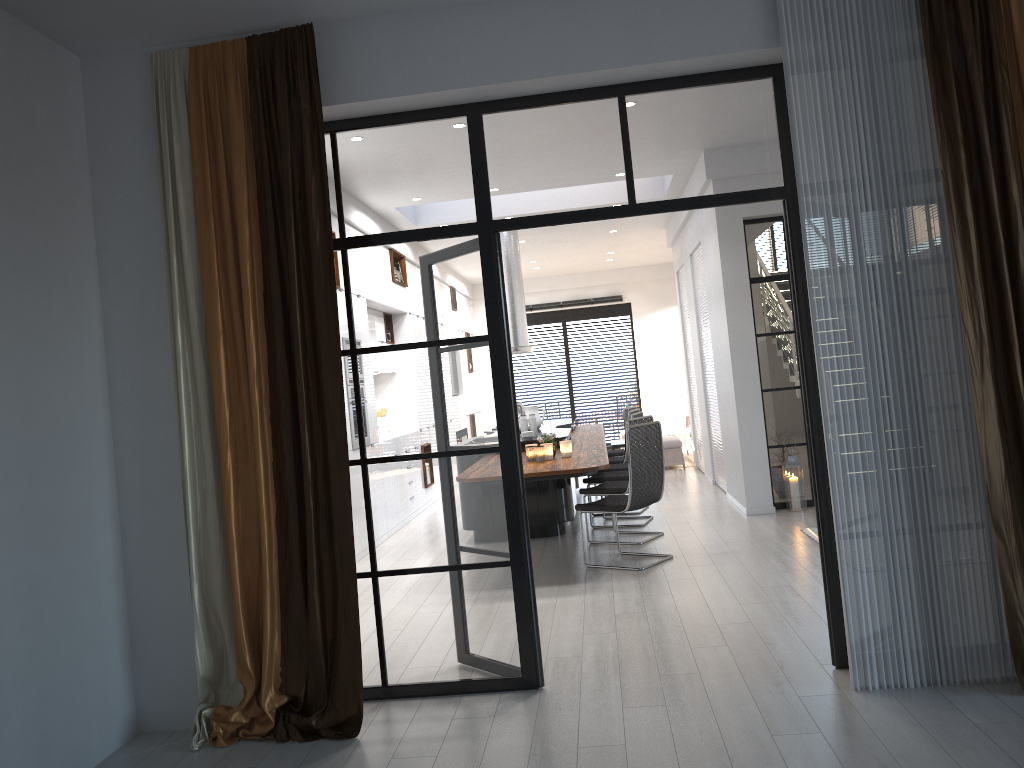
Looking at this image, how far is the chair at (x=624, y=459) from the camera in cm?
959

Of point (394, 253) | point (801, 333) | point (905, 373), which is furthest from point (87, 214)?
point (905, 373)

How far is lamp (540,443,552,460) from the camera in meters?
6.7

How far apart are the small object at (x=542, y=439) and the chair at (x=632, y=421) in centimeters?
75cm

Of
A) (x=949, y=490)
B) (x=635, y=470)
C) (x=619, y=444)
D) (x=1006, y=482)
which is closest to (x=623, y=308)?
(x=619, y=444)

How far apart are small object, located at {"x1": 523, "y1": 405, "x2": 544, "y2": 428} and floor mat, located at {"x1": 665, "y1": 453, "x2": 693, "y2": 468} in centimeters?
393cm

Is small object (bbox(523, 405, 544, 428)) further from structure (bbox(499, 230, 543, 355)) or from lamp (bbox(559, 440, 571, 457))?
lamp (bbox(559, 440, 571, 457))

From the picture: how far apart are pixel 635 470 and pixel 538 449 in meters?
0.8

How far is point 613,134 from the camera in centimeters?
402cm

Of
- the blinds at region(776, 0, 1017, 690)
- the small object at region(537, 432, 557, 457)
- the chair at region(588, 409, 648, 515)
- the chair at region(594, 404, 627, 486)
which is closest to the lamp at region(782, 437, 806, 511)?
the chair at region(588, 409, 648, 515)
